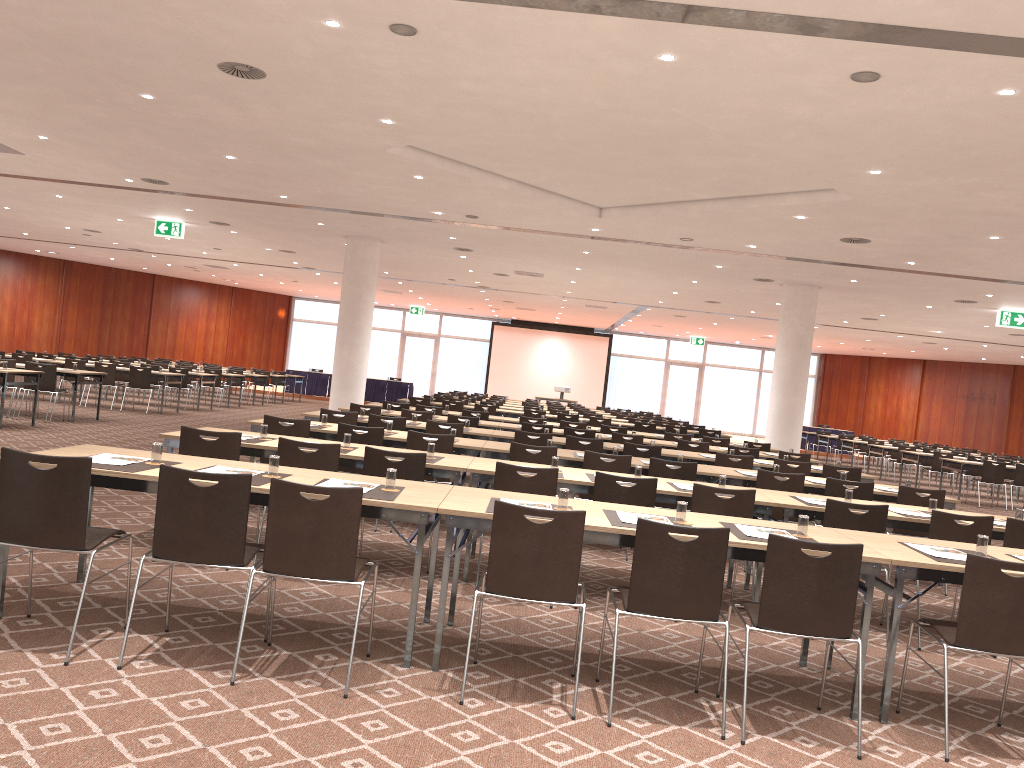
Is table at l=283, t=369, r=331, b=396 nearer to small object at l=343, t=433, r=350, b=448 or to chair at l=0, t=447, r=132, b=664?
small object at l=343, t=433, r=350, b=448

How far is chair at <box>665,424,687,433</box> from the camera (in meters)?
17.51

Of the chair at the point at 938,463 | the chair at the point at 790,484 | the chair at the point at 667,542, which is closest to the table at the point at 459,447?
the chair at the point at 790,484

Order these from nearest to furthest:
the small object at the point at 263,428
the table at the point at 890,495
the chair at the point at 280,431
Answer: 1. the small object at the point at 263,428
2. the chair at the point at 280,431
3. the table at the point at 890,495

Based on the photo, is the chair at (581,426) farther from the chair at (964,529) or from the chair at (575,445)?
the chair at (964,529)

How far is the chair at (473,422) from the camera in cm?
1209

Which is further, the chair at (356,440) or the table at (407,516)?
the chair at (356,440)

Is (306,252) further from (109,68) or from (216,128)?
(109,68)

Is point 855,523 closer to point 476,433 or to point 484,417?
point 476,433

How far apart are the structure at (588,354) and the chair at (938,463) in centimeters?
1883cm
